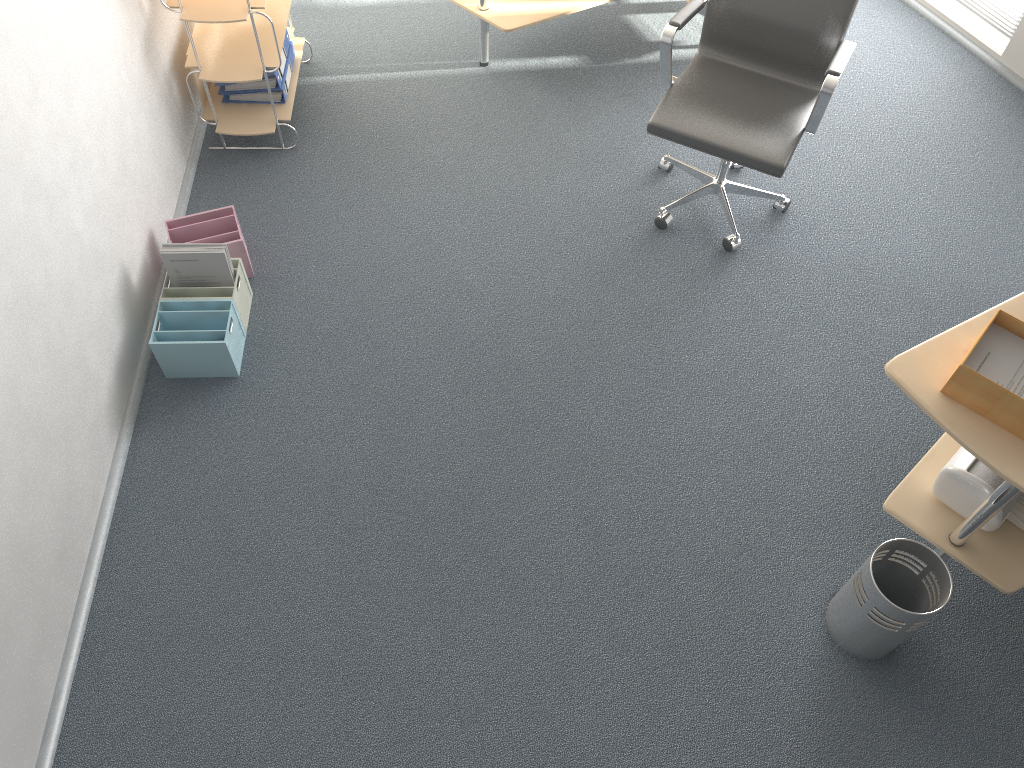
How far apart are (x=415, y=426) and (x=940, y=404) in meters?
1.6 m

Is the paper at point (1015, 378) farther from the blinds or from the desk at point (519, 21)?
the blinds

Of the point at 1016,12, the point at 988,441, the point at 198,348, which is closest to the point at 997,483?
the point at 988,441

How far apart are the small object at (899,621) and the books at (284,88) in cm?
279

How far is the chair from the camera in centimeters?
295cm

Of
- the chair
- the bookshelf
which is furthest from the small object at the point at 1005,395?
the bookshelf

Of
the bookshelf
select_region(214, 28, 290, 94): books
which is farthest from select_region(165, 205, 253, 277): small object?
select_region(214, 28, 290, 94): books

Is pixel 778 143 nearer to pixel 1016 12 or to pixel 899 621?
pixel 899 621

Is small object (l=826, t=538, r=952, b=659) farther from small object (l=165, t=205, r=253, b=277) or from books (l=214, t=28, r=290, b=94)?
books (l=214, t=28, r=290, b=94)

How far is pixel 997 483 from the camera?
2.4m
